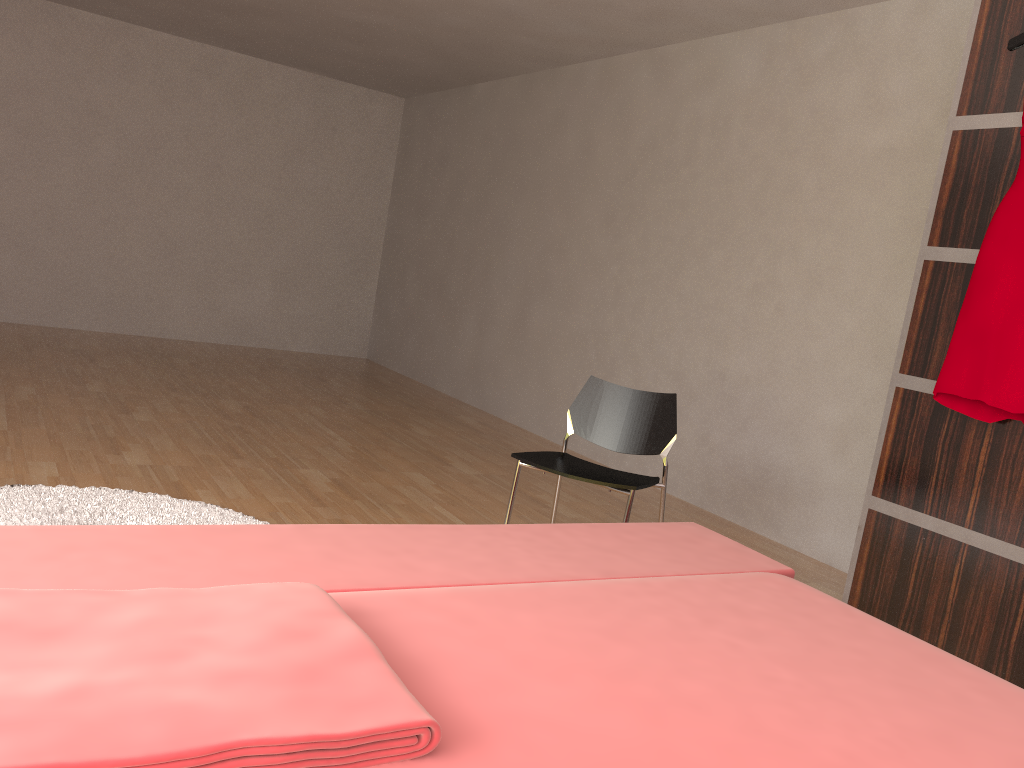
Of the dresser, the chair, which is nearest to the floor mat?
the chair

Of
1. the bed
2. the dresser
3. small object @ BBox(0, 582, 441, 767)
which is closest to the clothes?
the dresser

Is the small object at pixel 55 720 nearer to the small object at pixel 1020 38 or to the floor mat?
the floor mat

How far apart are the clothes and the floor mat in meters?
2.1 m

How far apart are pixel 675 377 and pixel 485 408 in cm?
184

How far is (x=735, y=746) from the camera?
1.0 meters

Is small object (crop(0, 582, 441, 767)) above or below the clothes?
below

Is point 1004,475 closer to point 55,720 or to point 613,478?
point 613,478

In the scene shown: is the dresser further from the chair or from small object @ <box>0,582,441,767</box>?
small object @ <box>0,582,441,767</box>

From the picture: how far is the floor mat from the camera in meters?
2.6 m
